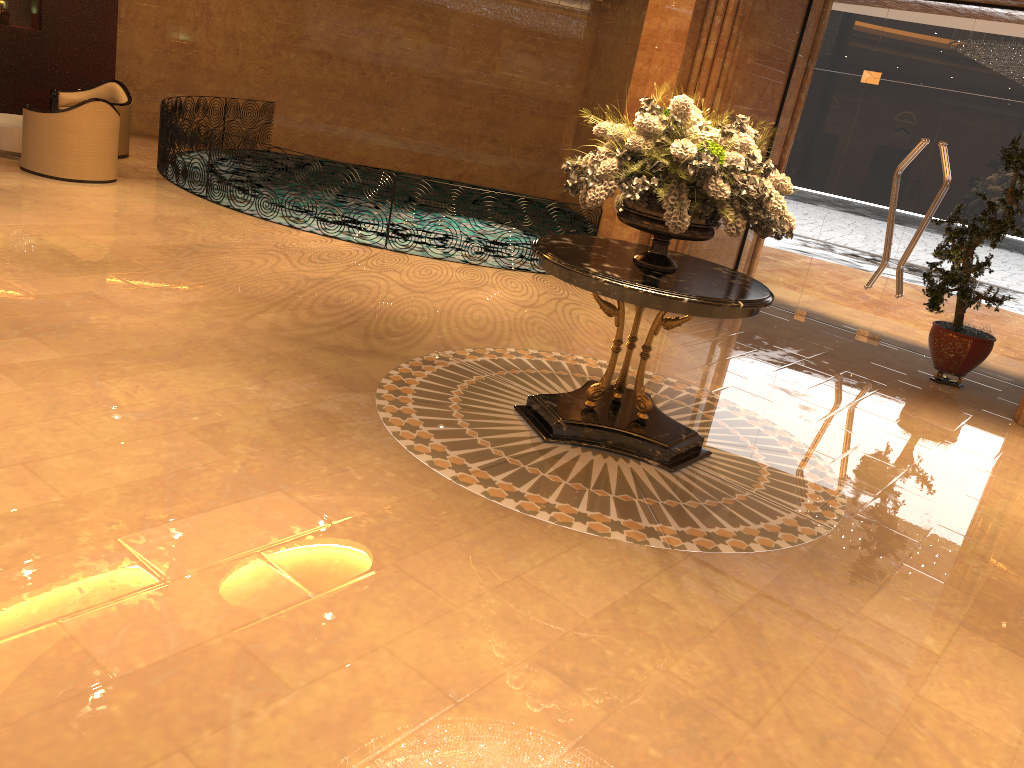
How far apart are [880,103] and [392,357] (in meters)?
6.54

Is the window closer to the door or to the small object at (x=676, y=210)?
the door

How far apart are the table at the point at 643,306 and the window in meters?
5.0 m

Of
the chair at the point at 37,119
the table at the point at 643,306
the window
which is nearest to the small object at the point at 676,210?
the table at the point at 643,306

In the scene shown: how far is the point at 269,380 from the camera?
5.4m

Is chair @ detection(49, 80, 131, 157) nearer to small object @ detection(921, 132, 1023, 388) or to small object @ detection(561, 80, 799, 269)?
small object @ detection(561, 80, 799, 269)

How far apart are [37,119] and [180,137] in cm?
150

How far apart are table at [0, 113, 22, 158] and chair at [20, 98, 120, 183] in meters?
0.7 m

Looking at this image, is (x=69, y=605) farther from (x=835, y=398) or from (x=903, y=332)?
(x=903, y=332)

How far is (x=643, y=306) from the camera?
4.78m
